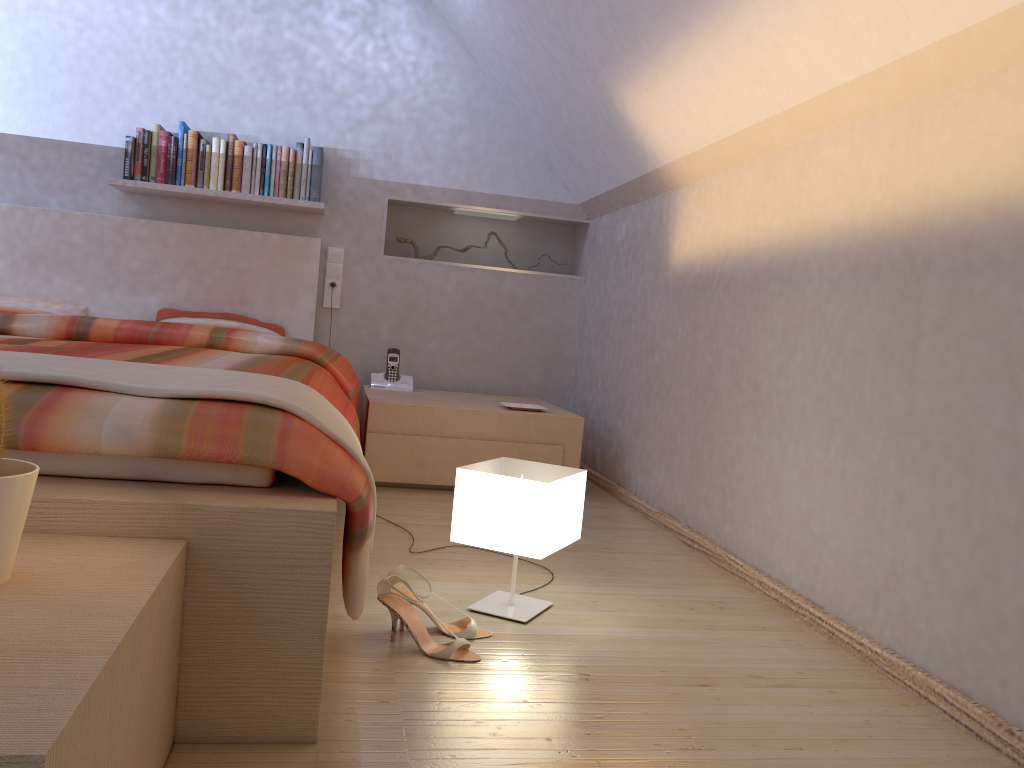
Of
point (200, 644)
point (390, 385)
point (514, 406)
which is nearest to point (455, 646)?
point (200, 644)

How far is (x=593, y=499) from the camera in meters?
3.6 m

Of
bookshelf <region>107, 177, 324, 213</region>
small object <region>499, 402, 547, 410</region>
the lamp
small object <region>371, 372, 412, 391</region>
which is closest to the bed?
bookshelf <region>107, 177, 324, 213</region>

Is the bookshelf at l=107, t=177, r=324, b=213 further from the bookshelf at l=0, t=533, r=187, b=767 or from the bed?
the bookshelf at l=0, t=533, r=187, b=767

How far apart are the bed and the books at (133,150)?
0.20m

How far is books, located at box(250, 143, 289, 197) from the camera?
4.0m

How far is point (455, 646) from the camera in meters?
1.7 m

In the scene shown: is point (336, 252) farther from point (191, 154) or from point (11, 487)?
point (11, 487)

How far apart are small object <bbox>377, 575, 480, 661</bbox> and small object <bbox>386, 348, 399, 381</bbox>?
2.4m

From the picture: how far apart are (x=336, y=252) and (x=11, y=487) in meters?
3.3 m
